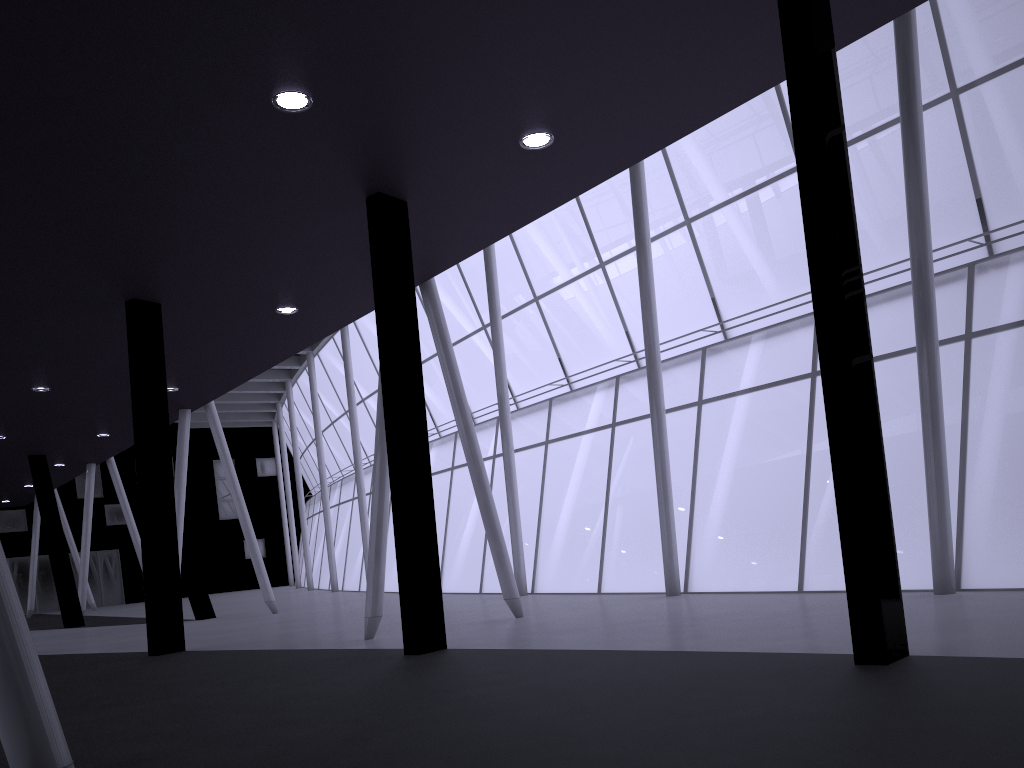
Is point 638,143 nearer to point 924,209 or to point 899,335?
point 924,209
